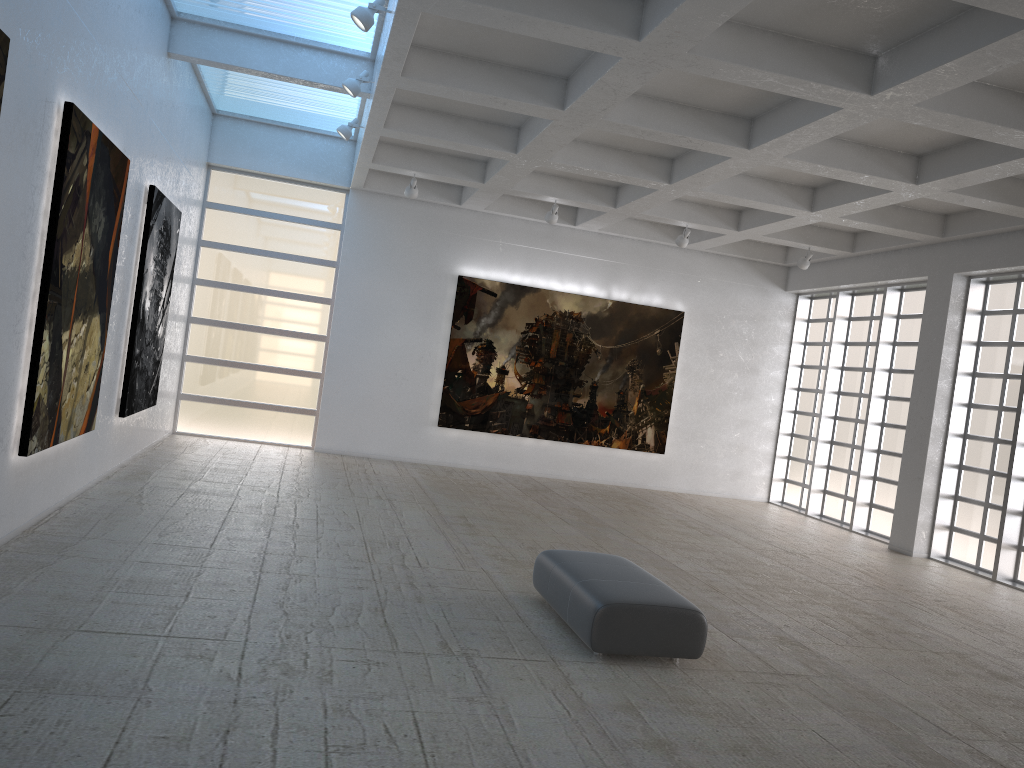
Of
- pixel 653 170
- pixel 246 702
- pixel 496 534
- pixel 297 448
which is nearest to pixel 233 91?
pixel 297 448
